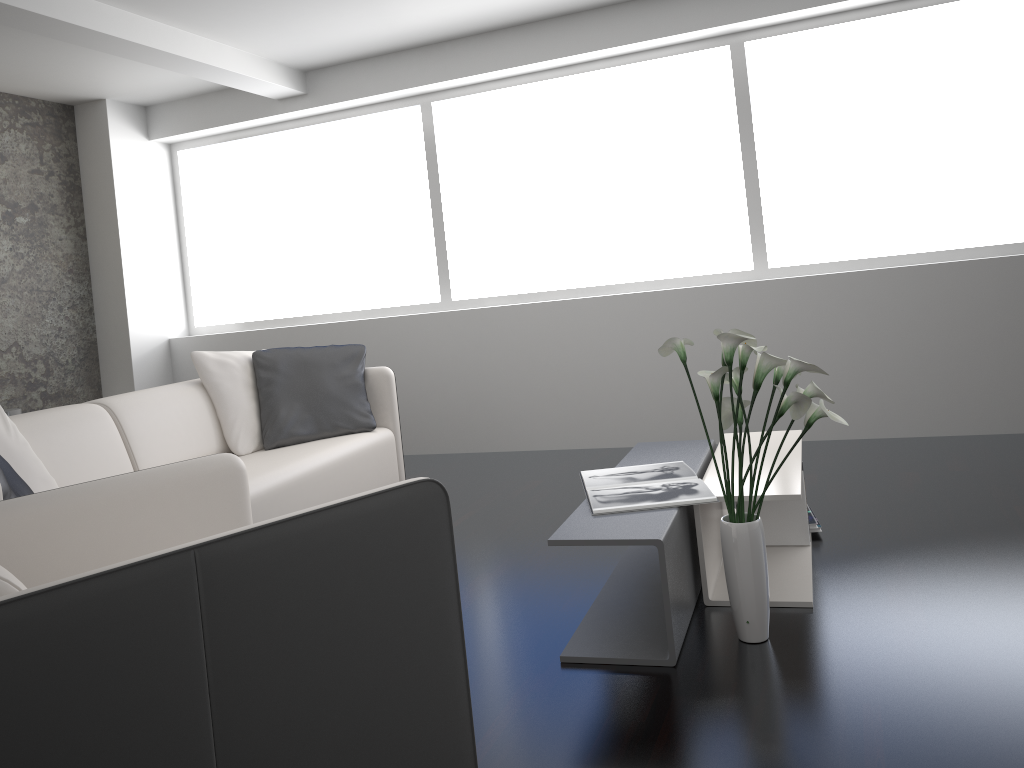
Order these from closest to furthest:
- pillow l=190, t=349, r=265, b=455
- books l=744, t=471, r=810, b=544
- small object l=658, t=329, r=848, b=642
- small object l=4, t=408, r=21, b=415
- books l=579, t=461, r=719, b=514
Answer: small object l=658, t=329, r=848, b=642, books l=579, t=461, r=719, b=514, books l=744, t=471, r=810, b=544, pillow l=190, t=349, r=265, b=455, small object l=4, t=408, r=21, b=415

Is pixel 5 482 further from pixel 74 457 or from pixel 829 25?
pixel 829 25

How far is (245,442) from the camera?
3.9 meters

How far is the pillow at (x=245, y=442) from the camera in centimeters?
389cm

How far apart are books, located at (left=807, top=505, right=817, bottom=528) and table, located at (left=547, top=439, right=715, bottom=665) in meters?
0.4

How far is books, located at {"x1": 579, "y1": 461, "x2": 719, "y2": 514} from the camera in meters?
2.5

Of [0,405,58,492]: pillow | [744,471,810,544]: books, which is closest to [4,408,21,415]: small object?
[0,405,58,492]: pillow

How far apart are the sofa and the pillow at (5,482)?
0.5m

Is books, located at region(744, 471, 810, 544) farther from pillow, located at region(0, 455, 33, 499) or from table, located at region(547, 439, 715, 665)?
pillow, located at region(0, 455, 33, 499)

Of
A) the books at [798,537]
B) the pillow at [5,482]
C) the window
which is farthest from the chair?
the window
